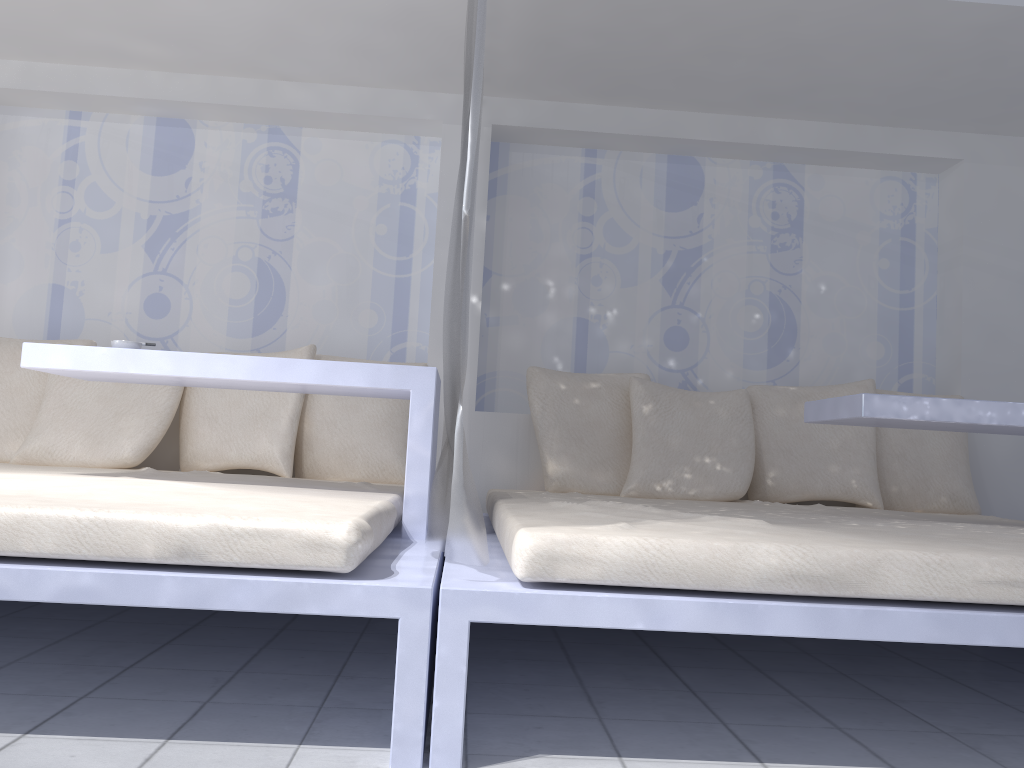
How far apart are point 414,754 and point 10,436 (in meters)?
2.53

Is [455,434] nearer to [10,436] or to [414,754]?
[414,754]

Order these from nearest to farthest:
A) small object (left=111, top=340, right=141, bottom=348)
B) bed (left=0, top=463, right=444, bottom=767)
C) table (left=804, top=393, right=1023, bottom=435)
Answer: bed (left=0, top=463, right=444, bottom=767)
table (left=804, top=393, right=1023, bottom=435)
small object (left=111, top=340, right=141, bottom=348)

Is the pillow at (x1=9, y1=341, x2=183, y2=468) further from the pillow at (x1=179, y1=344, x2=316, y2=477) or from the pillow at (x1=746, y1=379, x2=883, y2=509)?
the pillow at (x1=746, y1=379, x2=883, y2=509)

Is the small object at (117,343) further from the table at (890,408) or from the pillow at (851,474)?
the pillow at (851,474)

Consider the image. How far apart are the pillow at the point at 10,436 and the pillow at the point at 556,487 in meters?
1.7 m

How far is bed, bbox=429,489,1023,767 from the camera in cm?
150

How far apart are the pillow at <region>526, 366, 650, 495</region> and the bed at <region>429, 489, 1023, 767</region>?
0.3m

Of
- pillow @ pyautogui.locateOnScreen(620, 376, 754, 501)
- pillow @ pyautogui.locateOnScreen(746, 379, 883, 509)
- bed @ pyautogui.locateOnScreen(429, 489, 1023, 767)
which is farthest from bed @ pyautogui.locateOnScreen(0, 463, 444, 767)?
pillow @ pyautogui.locateOnScreen(746, 379, 883, 509)

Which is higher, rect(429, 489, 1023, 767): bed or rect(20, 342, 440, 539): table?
rect(20, 342, 440, 539): table
